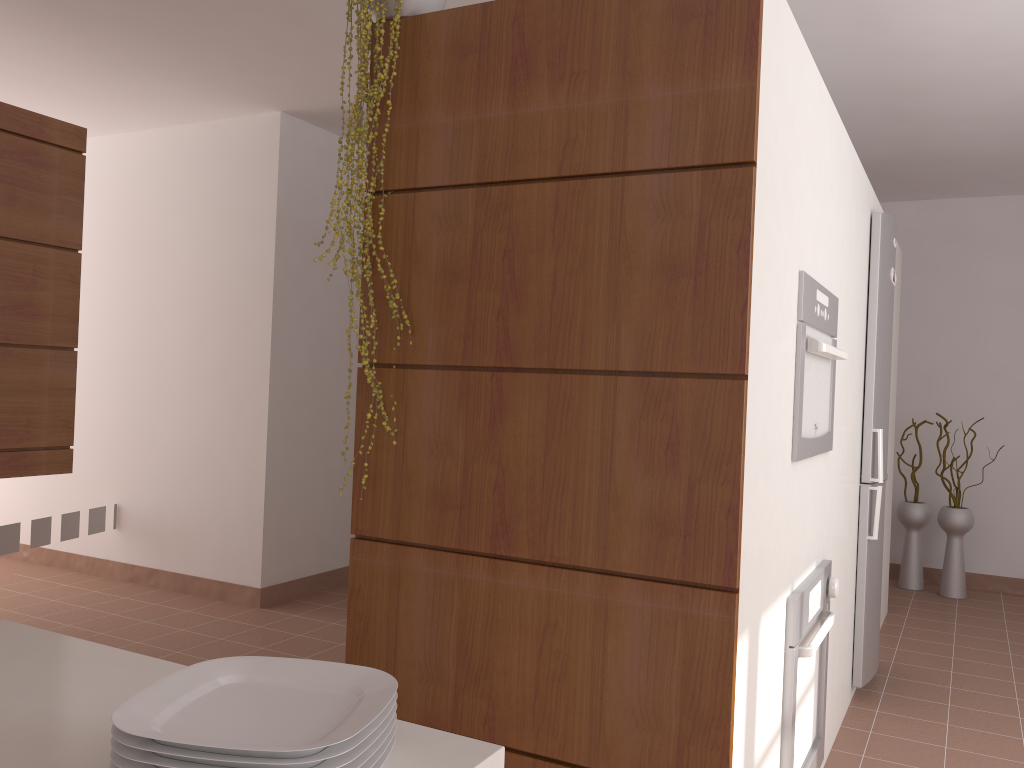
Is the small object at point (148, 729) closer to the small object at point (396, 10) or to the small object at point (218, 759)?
the small object at point (218, 759)

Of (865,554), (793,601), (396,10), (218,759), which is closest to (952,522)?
(865,554)

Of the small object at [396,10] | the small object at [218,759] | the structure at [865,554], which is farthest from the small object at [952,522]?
the small object at [218,759]

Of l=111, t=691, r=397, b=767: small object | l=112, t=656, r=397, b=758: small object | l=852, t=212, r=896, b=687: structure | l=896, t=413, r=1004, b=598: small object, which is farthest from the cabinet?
l=896, t=413, r=1004, b=598: small object

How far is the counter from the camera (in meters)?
0.85

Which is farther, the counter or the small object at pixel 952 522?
the small object at pixel 952 522

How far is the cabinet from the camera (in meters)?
2.86

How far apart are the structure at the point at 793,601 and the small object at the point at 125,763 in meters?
1.5 m

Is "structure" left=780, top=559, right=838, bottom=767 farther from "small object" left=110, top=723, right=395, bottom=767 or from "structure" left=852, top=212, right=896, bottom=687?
"small object" left=110, top=723, right=395, bottom=767

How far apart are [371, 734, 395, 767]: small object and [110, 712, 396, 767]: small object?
0.0 meters
